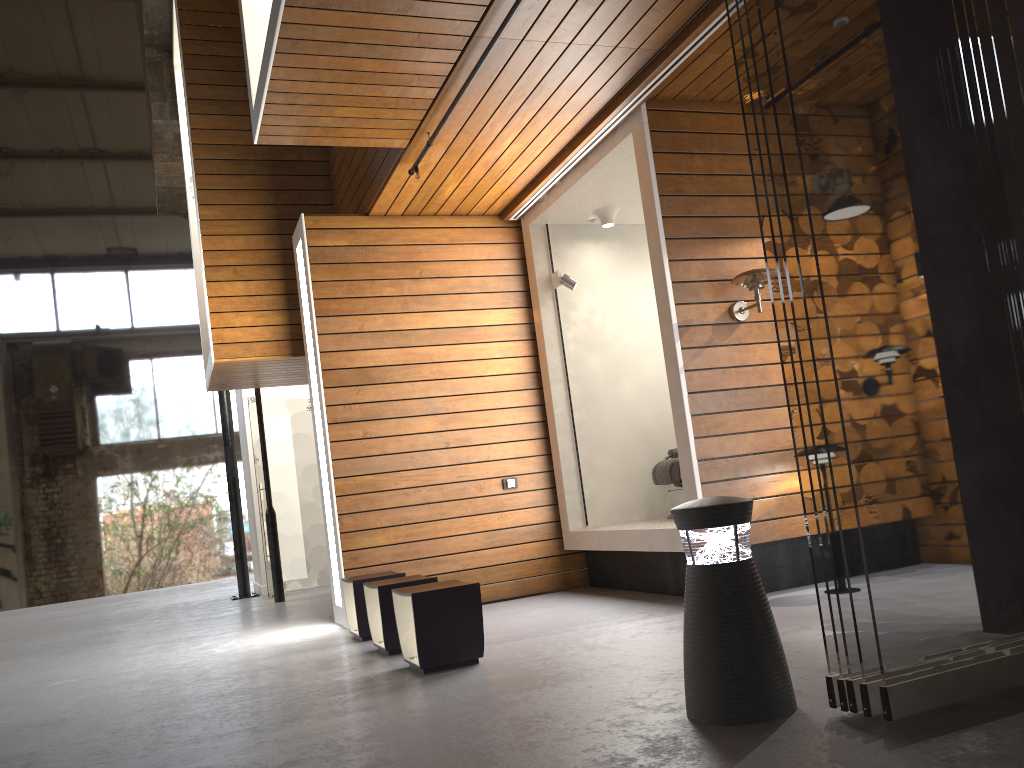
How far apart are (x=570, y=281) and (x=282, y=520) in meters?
5.1 m

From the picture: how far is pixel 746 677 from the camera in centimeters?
268cm

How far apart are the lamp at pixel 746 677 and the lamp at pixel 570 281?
4.2m

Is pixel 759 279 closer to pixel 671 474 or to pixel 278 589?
pixel 671 474

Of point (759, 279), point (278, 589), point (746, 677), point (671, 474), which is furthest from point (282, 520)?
point (746, 677)

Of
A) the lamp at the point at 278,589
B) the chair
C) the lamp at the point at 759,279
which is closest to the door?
the lamp at the point at 278,589

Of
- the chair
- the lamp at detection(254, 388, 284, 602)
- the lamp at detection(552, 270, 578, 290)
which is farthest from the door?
the chair

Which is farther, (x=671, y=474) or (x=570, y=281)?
(x=570, y=281)

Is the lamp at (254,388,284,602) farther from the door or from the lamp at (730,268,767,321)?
the lamp at (730,268,767,321)

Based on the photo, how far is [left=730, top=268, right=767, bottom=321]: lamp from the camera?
5.19m
